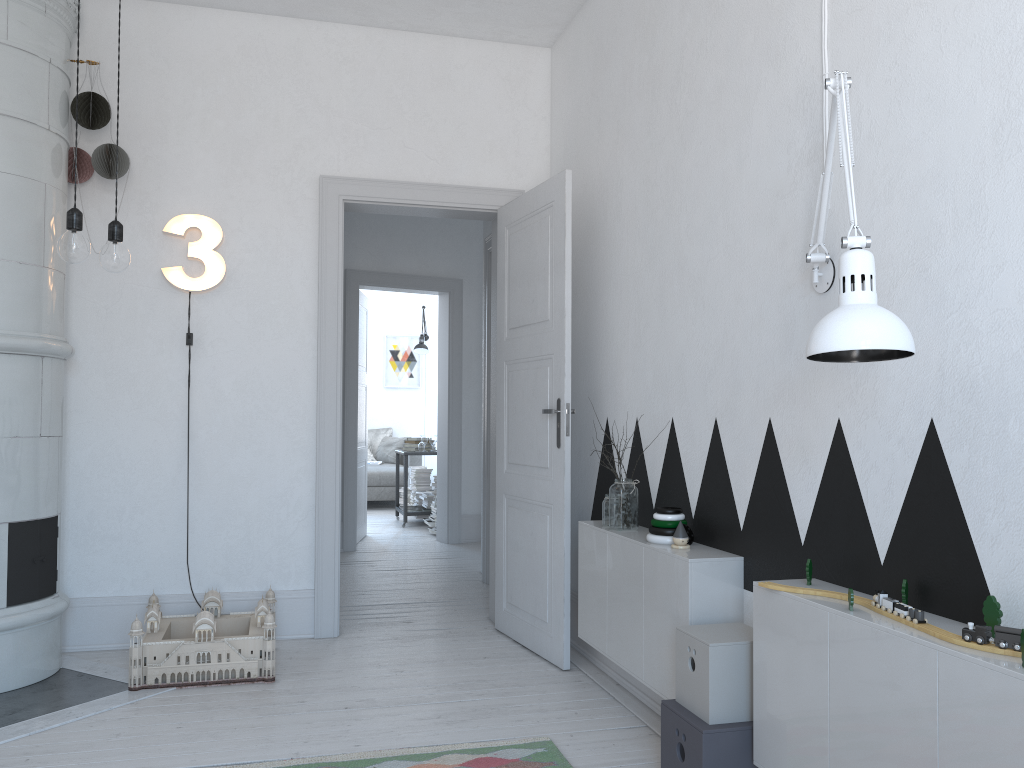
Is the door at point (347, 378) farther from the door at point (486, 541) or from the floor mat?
the floor mat

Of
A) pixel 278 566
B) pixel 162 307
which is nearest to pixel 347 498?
pixel 278 566

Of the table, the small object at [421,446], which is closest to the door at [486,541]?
the table

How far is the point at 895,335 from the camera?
1.6m

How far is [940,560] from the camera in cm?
184

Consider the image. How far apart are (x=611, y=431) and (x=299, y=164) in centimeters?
197cm

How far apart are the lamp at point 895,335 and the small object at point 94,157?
2.9 meters

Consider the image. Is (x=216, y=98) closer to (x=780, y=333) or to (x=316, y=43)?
(x=316, y=43)

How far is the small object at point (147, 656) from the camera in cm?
334

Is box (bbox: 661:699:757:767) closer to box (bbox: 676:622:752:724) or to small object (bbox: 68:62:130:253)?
box (bbox: 676:622:752:724)
